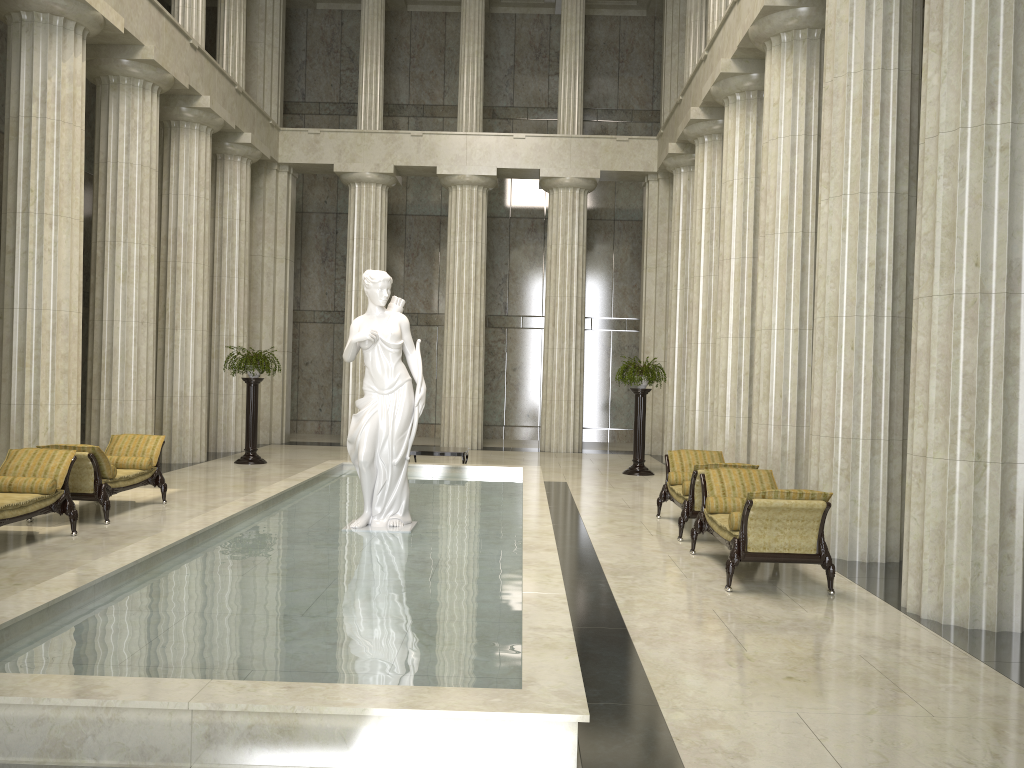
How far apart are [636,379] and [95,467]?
10.3m

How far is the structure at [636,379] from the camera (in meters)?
17.55

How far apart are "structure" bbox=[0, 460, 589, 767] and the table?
0.73m

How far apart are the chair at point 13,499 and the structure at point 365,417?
3.1 meters

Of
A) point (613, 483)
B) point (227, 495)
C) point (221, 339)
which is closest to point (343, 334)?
point (221, 339)

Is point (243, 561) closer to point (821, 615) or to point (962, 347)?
point (821, 615)

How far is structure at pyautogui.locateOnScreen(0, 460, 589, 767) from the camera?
4.2 meters

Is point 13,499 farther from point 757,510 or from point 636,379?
point 636,379

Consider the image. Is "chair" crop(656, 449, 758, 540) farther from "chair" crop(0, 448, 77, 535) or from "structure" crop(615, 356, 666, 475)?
"chair" crop(0, 448, 77, 535)

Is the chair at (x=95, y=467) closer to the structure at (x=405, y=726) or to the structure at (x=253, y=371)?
the structure at (x=405, y=726)
